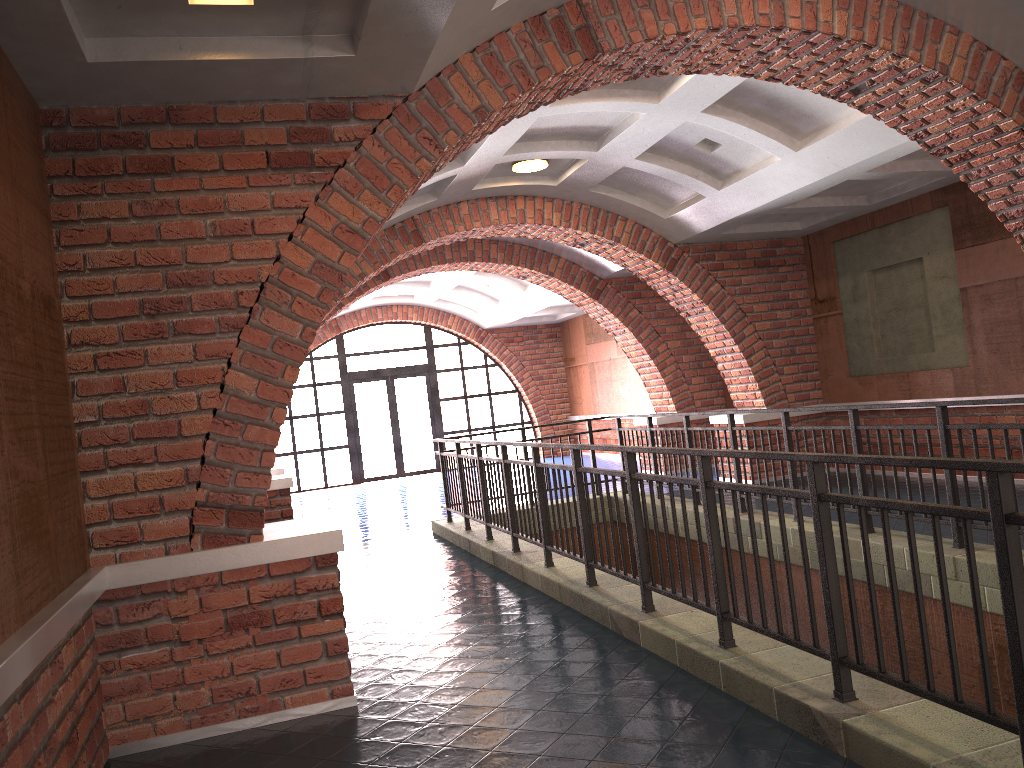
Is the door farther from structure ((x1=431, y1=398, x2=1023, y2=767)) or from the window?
structure ((x1=431, y1=398, x2=1023, y2=767))

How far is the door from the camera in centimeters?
1926cm

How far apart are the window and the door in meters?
0.1

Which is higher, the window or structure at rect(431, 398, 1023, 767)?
the window

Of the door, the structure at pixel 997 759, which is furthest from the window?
the structure at pixel 997 759

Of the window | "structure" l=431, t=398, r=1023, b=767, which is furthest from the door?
"structure" l=431, t=398, r=1023, b=767

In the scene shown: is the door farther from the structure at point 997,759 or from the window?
the structure at point 997,759

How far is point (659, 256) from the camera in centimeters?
1070cm

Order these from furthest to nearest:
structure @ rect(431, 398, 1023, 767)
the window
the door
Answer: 1. the door
2. the window
3. structure @ rect(431, 398, 1023, 767)

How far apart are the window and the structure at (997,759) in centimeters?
926cm
